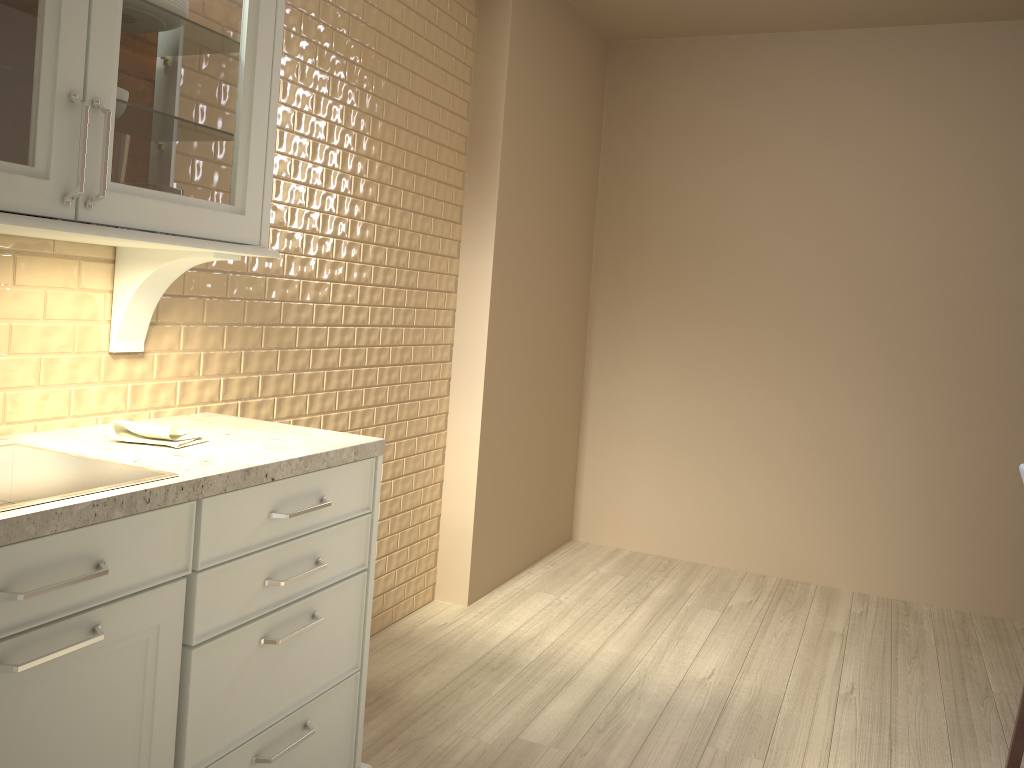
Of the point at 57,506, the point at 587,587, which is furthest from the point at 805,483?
the point at 57,506

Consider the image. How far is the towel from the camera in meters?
1.7

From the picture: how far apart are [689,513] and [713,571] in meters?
0.3 m

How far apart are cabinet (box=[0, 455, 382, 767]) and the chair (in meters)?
1.72

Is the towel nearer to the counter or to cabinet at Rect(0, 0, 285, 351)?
the counter

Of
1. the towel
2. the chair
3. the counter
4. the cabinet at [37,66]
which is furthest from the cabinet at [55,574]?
the chair

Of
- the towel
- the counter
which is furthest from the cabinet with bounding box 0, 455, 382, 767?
the towel

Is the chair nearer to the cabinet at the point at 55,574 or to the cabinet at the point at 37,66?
the cabinet at the point at 55,574

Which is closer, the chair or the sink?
the sink

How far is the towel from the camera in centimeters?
168cm
